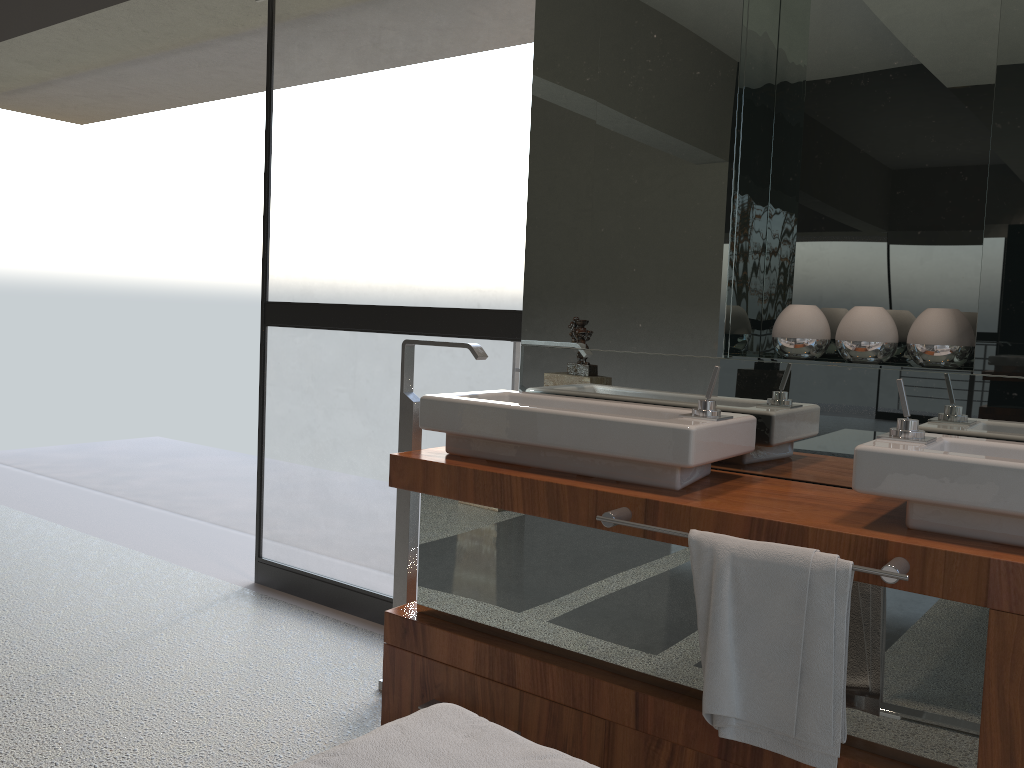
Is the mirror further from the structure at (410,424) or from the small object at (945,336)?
the structure at (410,424)

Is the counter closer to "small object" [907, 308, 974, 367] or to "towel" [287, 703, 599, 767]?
"small object" [907, 308, 974, 367]

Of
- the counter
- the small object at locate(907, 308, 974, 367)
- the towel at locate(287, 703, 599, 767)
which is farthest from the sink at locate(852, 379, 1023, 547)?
the towel at locate(287, 703, 599, 767)

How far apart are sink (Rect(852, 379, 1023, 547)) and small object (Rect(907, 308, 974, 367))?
0.2 meters

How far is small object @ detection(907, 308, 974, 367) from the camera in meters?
1.9 m

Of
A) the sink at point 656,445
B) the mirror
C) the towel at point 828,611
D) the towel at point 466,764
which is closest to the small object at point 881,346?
the mirror

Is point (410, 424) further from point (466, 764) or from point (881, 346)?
point (466, 764)

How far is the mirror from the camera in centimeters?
195cm

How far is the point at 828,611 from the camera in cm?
149

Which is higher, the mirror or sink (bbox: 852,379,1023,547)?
the mirror
